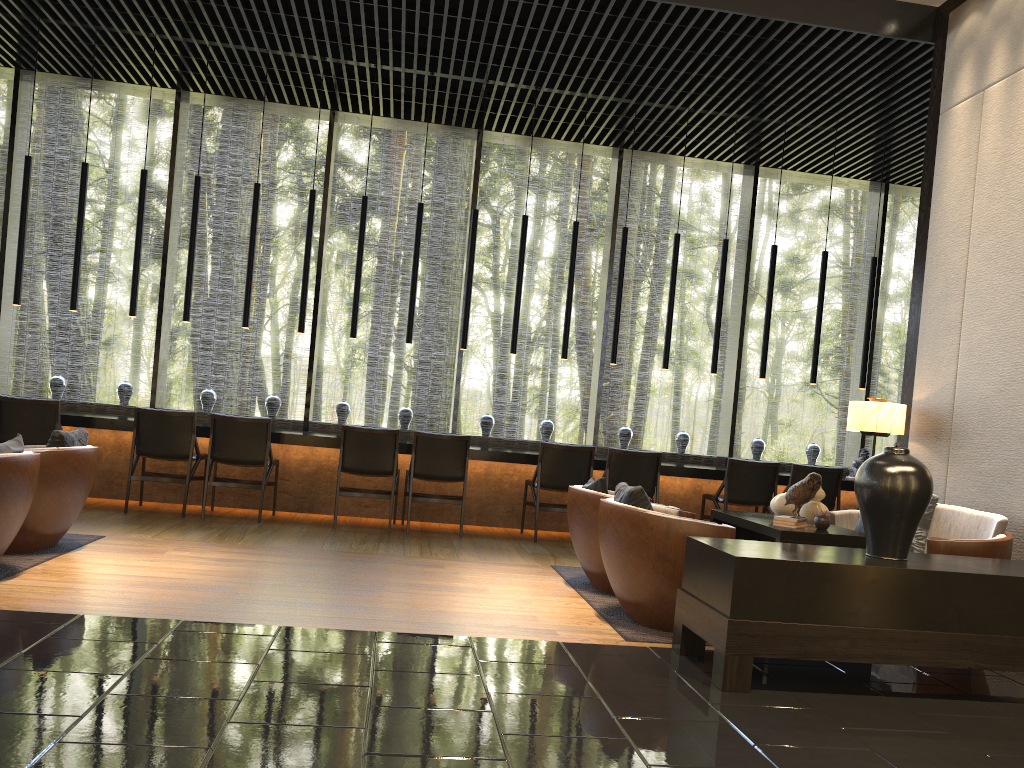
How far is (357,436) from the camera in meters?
7.1 m

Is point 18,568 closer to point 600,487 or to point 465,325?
point 600,487

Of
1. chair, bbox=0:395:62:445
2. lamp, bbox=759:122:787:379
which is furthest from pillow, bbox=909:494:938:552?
chair, bbox=0:395:62:445

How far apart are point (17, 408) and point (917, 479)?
6.27m

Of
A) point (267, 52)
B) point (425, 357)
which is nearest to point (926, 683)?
point (425, 357)

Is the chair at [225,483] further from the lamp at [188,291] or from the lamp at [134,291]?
the lamp at [134,291]

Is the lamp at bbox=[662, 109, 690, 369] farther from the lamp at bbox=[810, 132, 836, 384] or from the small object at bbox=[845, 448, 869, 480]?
the small object at bbox=[845, 448, 869, 480]

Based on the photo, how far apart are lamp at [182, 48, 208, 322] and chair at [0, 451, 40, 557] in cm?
358

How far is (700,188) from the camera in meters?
9.6 m

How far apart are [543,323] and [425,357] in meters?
1.3
